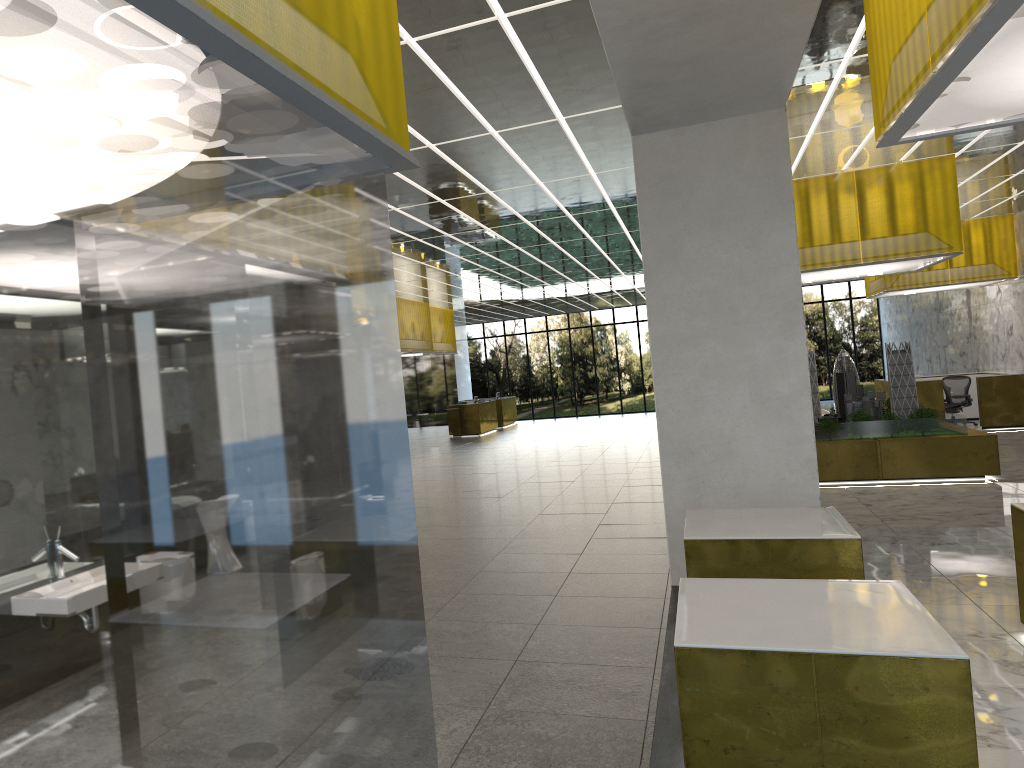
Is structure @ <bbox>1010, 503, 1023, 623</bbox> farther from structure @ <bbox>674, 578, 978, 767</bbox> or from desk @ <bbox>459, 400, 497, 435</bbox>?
desk @ <bbox>459, 400, 497, 435</bbox>

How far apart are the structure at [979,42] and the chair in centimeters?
2390cm

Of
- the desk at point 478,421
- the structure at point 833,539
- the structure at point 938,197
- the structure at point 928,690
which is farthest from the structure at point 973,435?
the desk at point 478,421

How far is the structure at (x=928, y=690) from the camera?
4.5 meters

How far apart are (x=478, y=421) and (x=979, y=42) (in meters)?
36.07

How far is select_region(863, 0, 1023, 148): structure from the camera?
4.8 meters

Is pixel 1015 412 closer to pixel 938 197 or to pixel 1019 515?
pixel 938 197

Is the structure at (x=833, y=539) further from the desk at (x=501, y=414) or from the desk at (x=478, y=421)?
the desk at (x=501, y=414)

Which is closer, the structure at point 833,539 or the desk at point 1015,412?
the structure at point 833,539

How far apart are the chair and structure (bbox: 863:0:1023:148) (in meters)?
23.90
